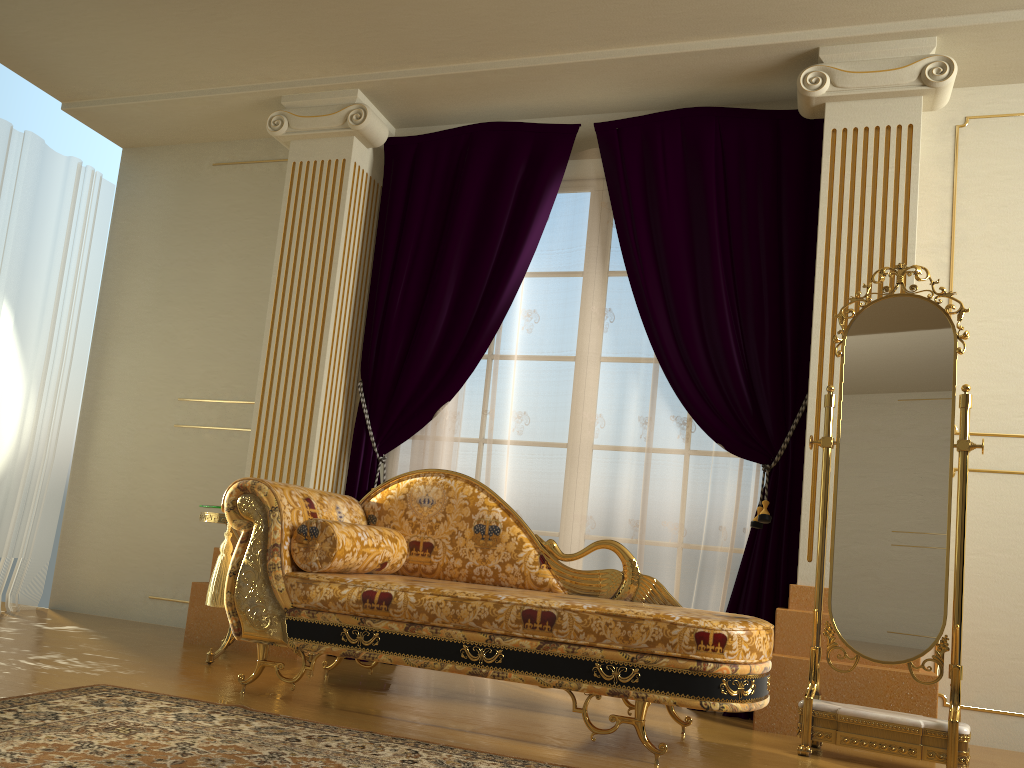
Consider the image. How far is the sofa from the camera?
2.5m

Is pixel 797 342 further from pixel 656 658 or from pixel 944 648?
pixel 656 658

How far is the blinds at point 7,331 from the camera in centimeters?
458cm

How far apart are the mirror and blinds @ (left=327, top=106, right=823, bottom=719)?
0.52m

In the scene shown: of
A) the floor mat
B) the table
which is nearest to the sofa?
the floor mat

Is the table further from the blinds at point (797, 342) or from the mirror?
the mirror

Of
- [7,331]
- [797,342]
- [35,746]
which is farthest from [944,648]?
[7,331]

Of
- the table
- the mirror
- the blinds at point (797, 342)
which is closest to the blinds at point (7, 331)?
the table

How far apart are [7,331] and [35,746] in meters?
3.2

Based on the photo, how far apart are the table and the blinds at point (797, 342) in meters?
0.8 m
